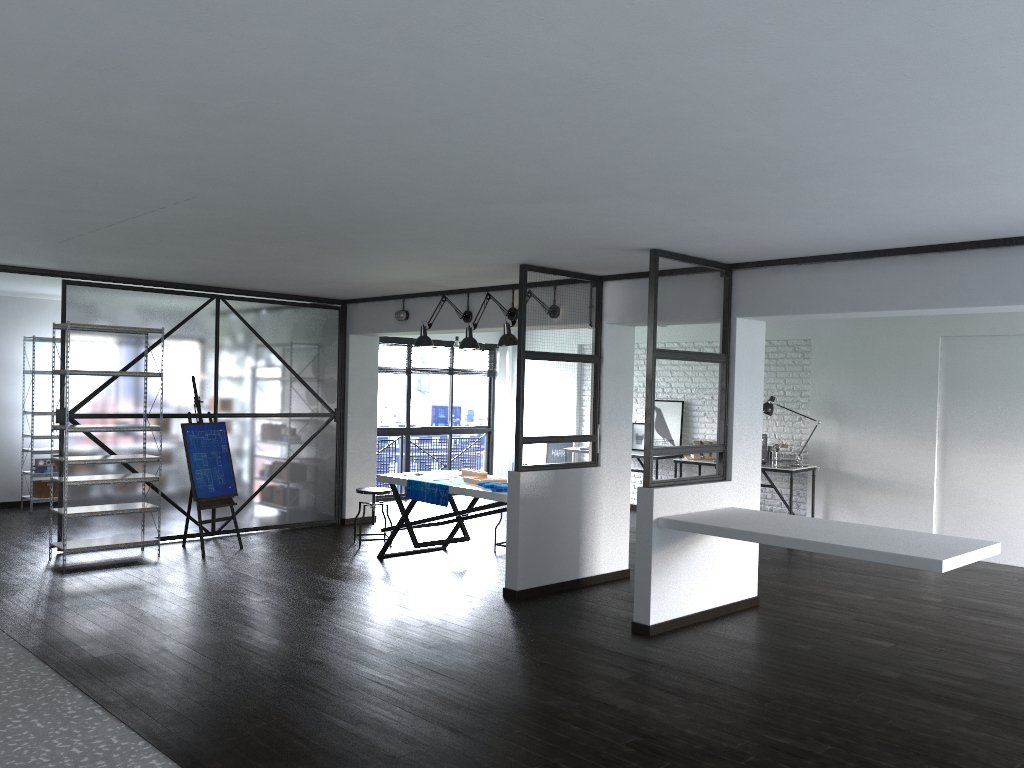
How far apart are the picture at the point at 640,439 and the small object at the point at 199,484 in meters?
4.9 m

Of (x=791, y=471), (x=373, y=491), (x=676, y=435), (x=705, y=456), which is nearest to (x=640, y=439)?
(x=676, y=435)

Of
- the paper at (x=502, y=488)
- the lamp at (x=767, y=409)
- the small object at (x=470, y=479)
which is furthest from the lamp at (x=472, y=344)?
the lamp at (x=767, y=409)

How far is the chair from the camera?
7.8 meters

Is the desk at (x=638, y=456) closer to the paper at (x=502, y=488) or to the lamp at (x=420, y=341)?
the lamp at (x=420, y=341)

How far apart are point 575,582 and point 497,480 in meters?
1.0 m

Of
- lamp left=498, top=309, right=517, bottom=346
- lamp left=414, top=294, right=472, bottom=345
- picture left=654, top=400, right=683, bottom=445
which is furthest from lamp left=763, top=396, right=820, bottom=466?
lamp left=498, top=309, right=517, bottom=346

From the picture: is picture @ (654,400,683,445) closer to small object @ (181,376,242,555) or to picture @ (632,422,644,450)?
picture @ (632,422,644,450)

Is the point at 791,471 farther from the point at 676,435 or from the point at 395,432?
the point at 395,432

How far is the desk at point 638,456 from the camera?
10.07m
